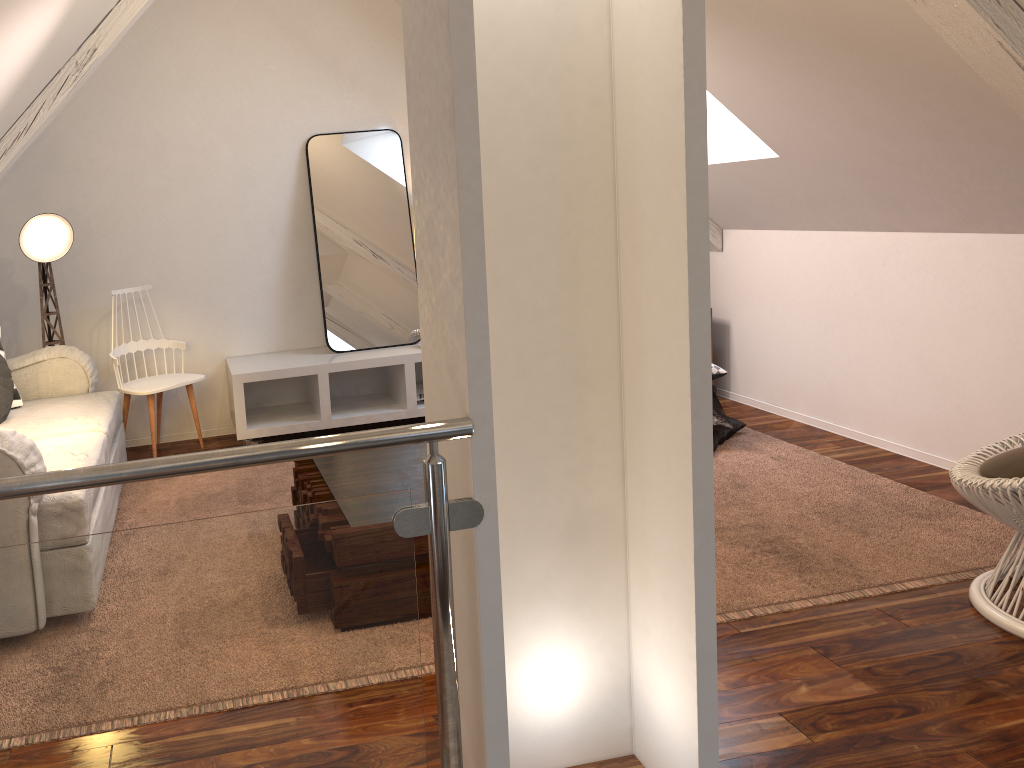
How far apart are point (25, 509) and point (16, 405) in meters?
1.3 m

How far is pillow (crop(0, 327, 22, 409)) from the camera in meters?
3.1 m

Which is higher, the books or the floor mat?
the books

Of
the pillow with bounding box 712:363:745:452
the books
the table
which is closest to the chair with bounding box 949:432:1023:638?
the pillow with bounding box 712:363:745:452

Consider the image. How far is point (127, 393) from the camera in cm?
351

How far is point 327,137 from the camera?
4.0m

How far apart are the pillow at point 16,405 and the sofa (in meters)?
0.02

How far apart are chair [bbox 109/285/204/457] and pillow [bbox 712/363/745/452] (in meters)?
2.13

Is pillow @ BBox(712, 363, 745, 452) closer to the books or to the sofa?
the books

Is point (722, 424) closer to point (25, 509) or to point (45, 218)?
point (25, 509)
